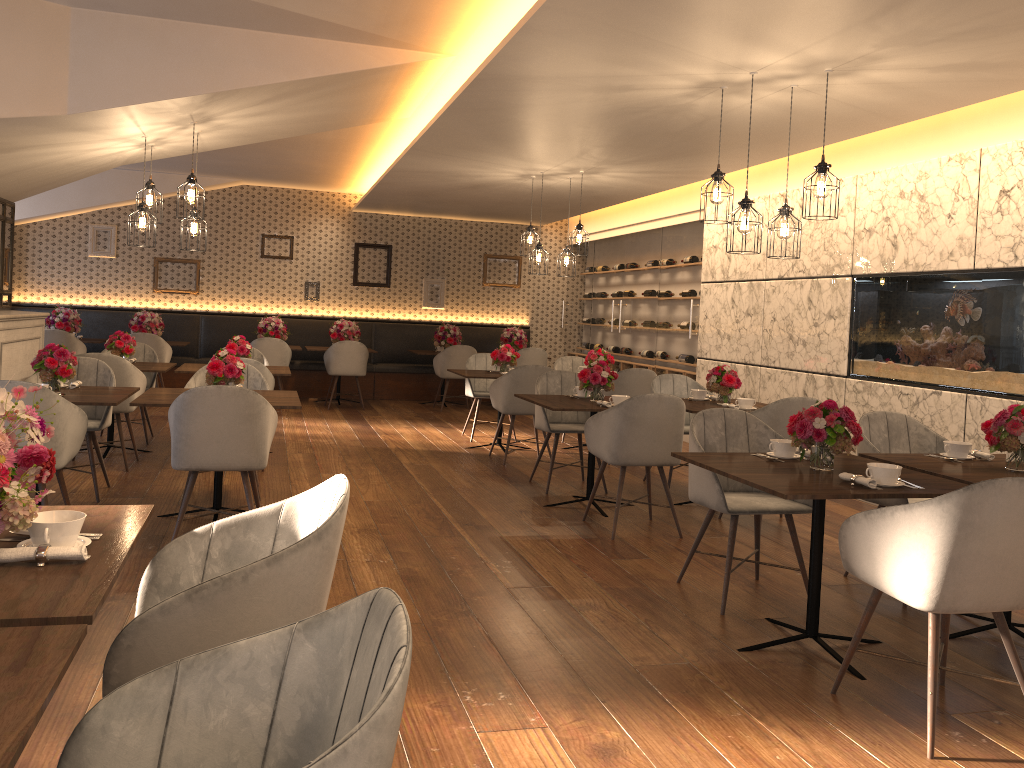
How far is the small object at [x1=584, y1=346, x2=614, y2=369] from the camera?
8.6m

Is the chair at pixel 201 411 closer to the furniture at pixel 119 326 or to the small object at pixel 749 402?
the small object at pixel 749 402

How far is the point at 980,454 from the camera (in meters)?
4.15

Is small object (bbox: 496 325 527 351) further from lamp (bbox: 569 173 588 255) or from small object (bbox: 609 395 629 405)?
small object (bbox: 609 395 629 405)

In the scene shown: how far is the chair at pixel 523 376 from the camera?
7.6 meters

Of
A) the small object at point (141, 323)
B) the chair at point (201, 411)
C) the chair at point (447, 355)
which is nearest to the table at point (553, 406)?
the chair at point (201, 411)

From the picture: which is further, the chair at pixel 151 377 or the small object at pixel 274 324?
the small object at pixel 274 324

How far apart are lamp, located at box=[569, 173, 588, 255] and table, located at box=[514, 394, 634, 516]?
2.44m

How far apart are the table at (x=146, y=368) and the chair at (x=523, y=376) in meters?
2.7

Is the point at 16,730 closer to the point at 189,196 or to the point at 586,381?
the point at 586,381
